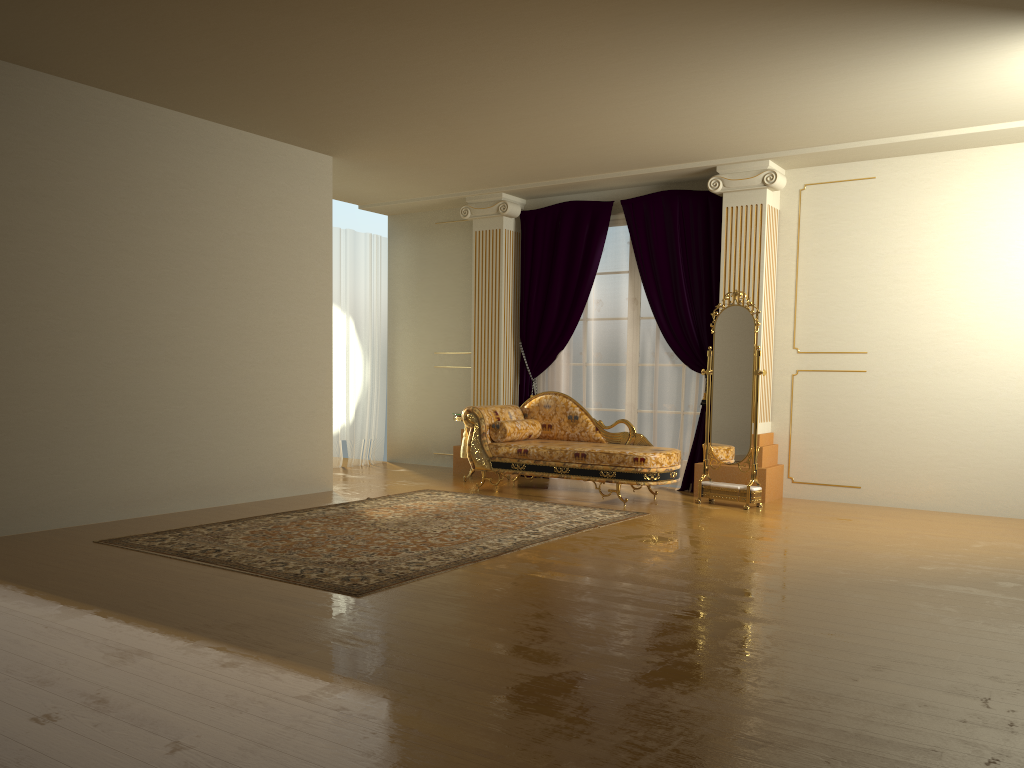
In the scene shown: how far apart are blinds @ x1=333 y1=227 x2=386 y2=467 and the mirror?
4.0 meters

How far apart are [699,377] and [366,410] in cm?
373

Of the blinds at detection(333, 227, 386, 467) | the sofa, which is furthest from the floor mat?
the blinds at detection(333, 227, 386, 467)

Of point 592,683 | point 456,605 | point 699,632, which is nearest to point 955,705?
point 699,632

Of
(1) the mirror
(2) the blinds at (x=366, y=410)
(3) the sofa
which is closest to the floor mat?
(3) the sofa

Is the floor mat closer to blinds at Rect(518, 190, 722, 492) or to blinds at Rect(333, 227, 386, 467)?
blinds at Rect(518, 190, 722, 492)

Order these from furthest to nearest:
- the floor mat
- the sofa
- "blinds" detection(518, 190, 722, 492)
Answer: "blinds" detection(518, 190, 722, 492) → the sofa → the floor mat

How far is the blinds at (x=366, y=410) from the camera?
9.6 meters

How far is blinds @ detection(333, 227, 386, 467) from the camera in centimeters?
960cm

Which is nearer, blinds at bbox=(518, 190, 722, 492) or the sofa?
the sofa
